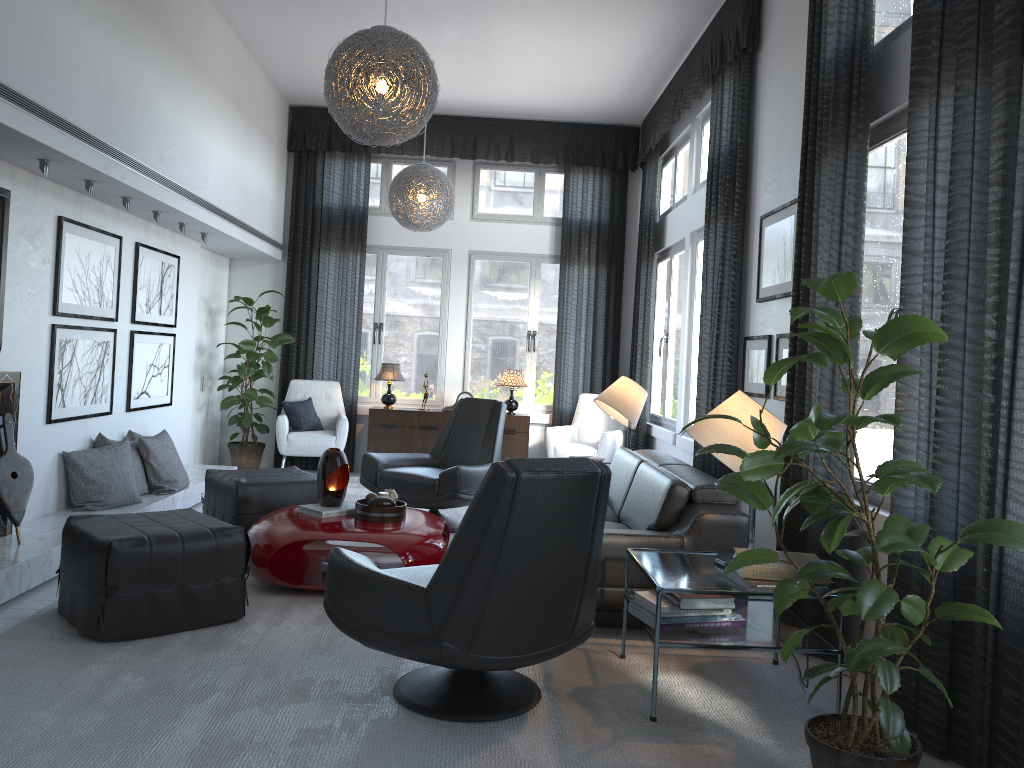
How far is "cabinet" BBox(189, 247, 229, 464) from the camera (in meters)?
7.41

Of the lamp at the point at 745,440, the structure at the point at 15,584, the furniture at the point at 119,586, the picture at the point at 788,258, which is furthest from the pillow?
the lamp at the point at 745,440

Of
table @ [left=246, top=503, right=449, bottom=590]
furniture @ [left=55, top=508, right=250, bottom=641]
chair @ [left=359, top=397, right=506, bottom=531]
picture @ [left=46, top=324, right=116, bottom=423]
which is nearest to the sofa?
table @ [left=246, top=503, right=449, bottom=590]

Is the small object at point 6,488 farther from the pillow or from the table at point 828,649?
the pillow

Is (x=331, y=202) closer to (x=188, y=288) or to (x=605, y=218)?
(x=188, y=288)

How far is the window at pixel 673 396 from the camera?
7.03m

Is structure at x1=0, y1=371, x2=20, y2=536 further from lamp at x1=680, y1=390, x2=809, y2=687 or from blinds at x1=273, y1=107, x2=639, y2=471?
blinds at x1=273, y1=107, x2=639, y2=471

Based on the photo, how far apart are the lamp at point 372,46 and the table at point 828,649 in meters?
2.0

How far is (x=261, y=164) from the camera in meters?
7.1

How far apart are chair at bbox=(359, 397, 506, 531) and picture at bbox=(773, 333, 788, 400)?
1.9 meters
